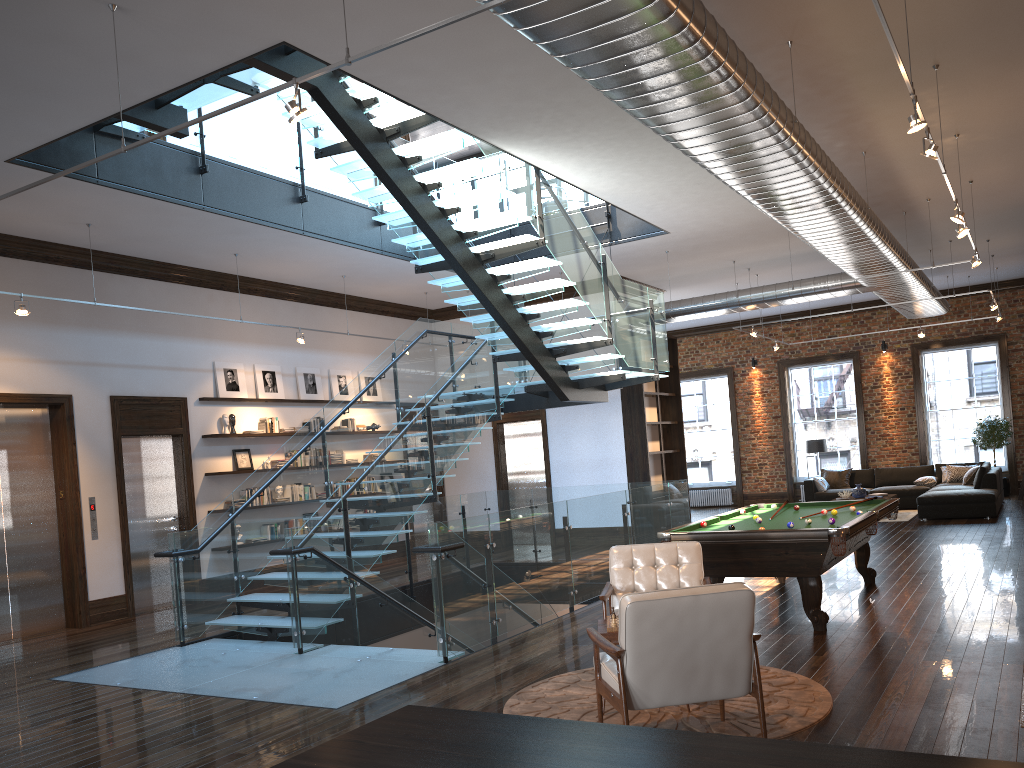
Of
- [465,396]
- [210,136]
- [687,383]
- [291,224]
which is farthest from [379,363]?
[687,383]

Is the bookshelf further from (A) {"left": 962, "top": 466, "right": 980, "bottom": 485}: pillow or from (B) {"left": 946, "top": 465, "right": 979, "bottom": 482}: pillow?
(B) {"left": 946, "top": 465, "right": 979, "bottom": 482}: pillow

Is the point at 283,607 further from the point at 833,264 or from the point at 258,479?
the point at 833,264

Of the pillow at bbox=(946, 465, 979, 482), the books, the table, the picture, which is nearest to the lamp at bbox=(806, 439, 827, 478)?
the pillow at bbox=(946, 465, 979, 482)

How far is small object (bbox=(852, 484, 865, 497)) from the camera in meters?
16.1

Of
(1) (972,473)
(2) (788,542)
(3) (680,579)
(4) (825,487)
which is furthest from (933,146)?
(4) (825,487)

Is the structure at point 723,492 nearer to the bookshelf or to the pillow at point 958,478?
the pillow at point 958,478

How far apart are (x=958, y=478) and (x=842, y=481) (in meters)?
2.16

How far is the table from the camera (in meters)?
5.18

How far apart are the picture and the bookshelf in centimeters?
601cm
